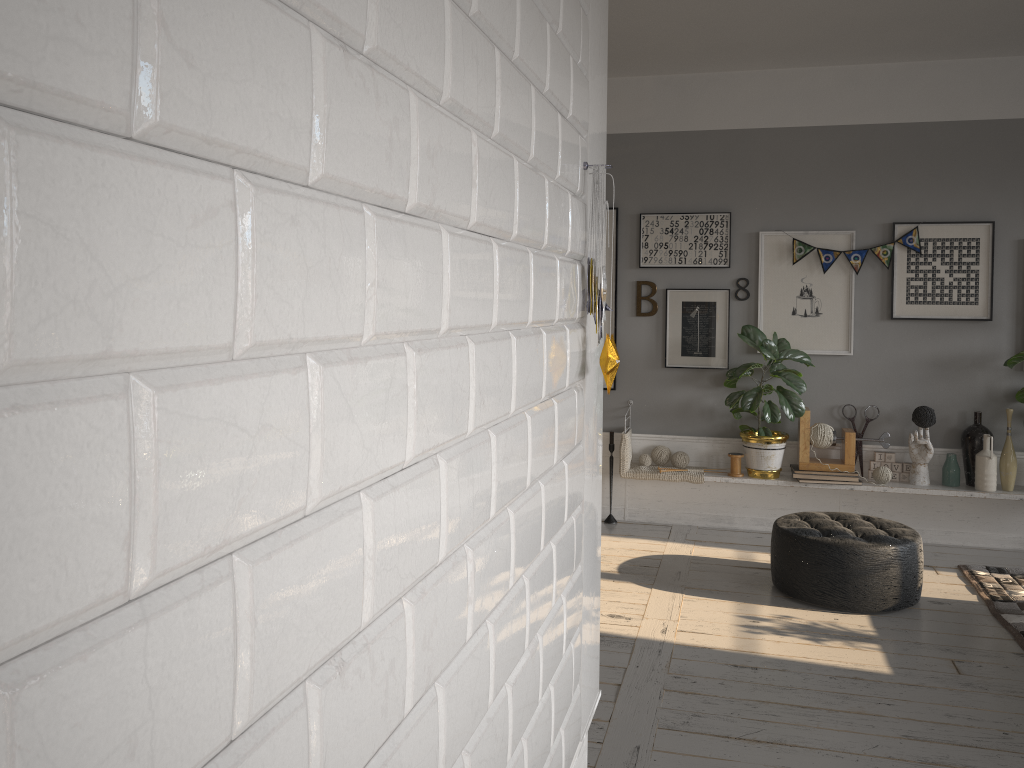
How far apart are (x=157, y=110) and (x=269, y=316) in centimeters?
15cm

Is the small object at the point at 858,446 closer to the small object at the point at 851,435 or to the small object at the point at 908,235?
the small object at the point at 851,435

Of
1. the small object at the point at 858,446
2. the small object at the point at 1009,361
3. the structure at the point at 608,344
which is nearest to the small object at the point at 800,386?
the small object at the point at 858,446

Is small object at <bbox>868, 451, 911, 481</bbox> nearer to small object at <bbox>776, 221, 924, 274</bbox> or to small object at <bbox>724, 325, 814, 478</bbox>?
small object at <bbox>724, 325, 814, 478</bbox>

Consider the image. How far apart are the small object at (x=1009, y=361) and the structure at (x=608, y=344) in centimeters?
444cm

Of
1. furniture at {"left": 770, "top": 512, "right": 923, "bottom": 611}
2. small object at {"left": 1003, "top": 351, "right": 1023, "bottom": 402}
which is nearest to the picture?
small object at {"left": 1003, "top": 351, "right": 1023, "bottom": 402}

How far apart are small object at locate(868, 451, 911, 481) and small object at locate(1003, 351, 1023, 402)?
0.8 meters

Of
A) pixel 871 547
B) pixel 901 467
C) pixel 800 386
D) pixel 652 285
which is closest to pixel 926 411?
pixel 901 467

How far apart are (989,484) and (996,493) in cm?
6

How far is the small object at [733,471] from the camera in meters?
5.6 m
